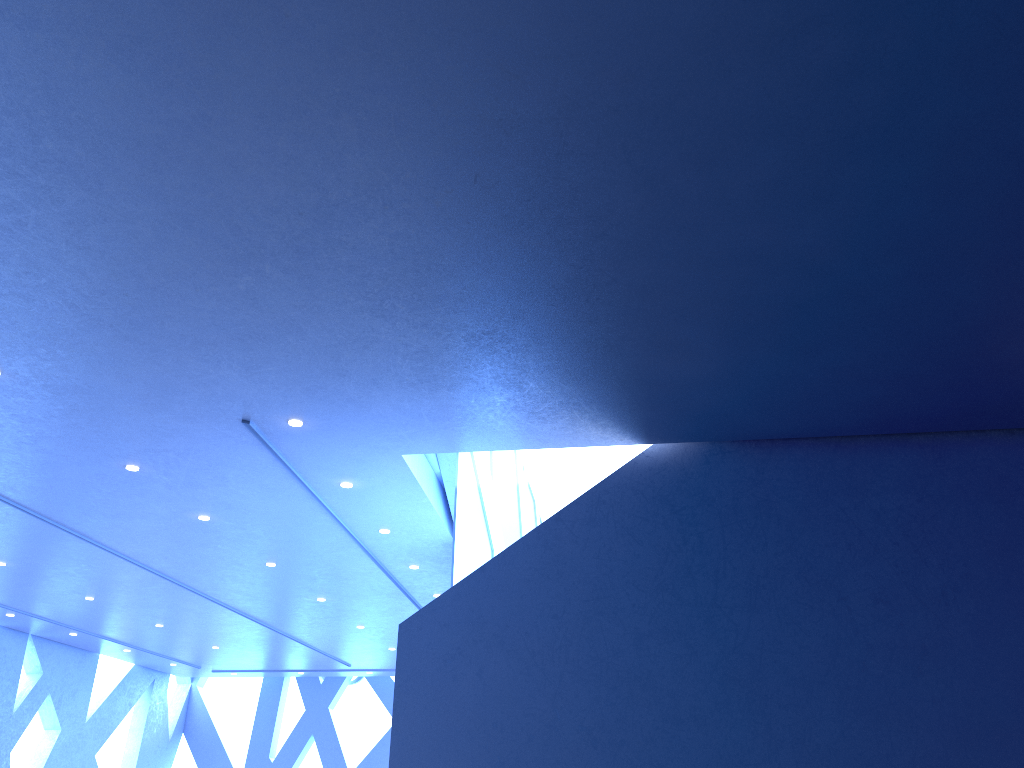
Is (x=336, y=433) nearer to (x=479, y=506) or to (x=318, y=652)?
(x=479, y=506)
